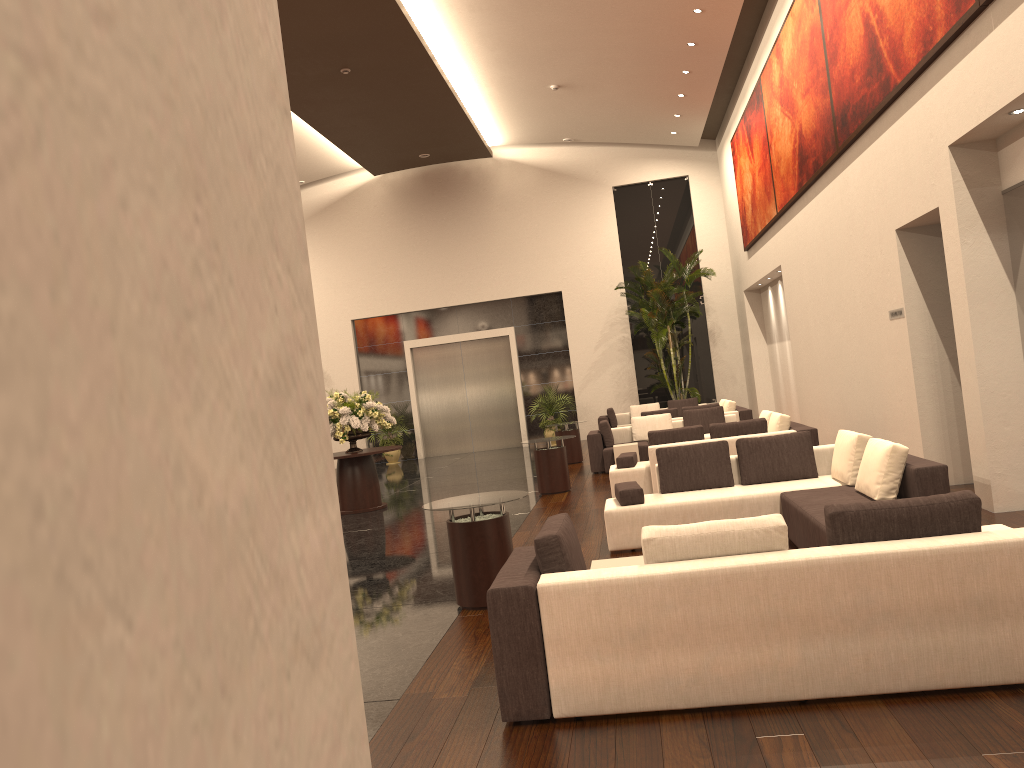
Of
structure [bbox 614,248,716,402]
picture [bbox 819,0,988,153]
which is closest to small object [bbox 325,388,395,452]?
picture [bbox 819,0,988,153]

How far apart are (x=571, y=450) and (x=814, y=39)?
8.5 meters

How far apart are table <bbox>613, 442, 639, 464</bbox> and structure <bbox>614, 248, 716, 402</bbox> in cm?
693

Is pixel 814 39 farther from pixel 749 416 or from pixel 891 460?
pixel 891 460

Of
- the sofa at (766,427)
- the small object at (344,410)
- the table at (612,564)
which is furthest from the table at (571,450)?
the table at (612,564)

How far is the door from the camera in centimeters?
2415cm

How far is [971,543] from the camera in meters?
4.0 m

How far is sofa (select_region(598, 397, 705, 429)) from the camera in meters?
20.6 m

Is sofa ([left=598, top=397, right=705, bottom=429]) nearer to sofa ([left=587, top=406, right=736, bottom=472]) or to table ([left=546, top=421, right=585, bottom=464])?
table ([left=546, top=421, right=585, bottom=464])

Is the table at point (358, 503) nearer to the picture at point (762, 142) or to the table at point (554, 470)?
the table at point (554, 470)
